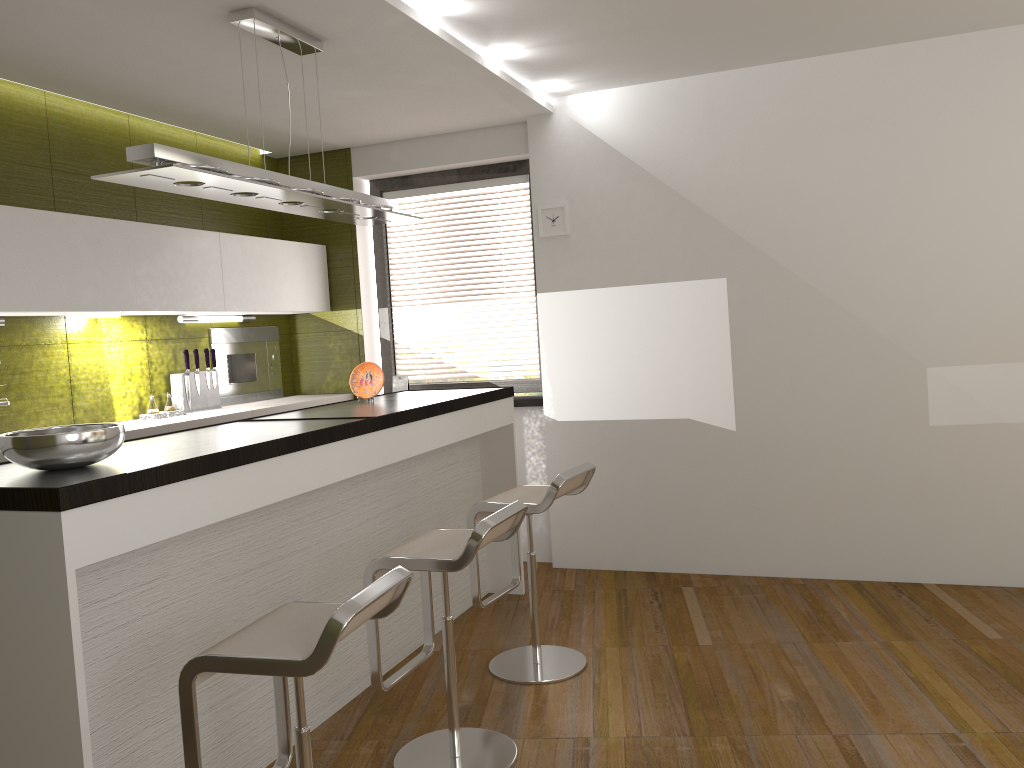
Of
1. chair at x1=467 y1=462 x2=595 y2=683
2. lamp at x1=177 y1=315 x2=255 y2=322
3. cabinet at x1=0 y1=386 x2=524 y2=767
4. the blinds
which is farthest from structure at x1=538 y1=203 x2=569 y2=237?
lamp at x1=177 y1=315 x2=255 y2=322

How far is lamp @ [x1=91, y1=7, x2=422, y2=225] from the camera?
2.8m

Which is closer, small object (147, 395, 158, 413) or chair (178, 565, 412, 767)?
chair (178, 565, 412, 767)

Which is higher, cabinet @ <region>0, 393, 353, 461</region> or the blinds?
the blinds

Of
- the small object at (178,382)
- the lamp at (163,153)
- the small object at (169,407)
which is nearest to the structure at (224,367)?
the small object at (178,382)

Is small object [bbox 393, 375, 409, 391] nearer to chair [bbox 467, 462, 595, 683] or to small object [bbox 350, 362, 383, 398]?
small object [bbox 350, 362, 383, 398]

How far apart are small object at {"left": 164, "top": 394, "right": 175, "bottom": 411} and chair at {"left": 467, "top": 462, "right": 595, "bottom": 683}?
1.99m

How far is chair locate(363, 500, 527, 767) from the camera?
2.8m

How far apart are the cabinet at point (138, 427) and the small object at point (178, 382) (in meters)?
0.05

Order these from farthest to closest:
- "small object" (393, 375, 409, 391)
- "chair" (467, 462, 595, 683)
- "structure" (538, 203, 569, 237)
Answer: "small object" (393, 375, 409, 391), "structure" (538, 203, 569, 237), "chair" (467, 462, 595, 683)
